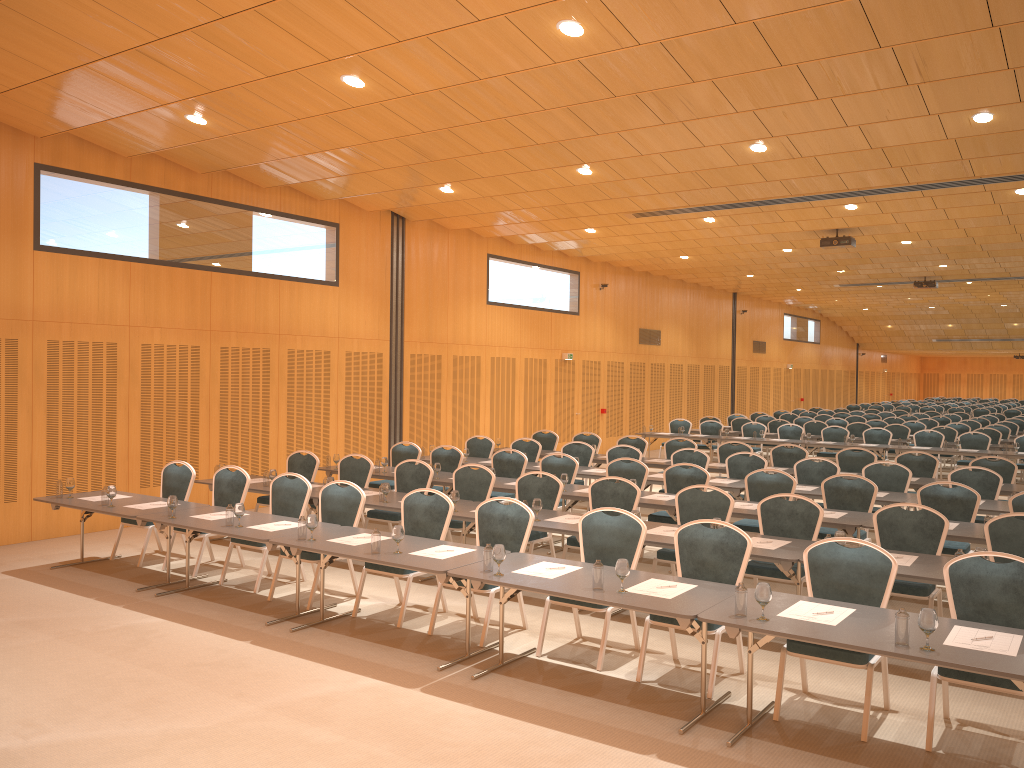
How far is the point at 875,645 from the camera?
4.70m

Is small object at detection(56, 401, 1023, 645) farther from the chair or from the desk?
the chair

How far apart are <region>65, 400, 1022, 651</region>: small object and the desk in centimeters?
5cm

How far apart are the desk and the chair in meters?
0.1

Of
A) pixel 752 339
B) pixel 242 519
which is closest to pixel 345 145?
pixel 242 519

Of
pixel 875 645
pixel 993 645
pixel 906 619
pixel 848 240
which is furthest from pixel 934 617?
pixel 848 240

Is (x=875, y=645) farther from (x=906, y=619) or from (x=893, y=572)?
(x=893, y=572)

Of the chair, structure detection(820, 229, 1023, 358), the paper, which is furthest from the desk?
structure detection(820, 229, 1023, 358)

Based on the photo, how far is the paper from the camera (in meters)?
4.73

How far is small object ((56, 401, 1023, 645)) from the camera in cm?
469
